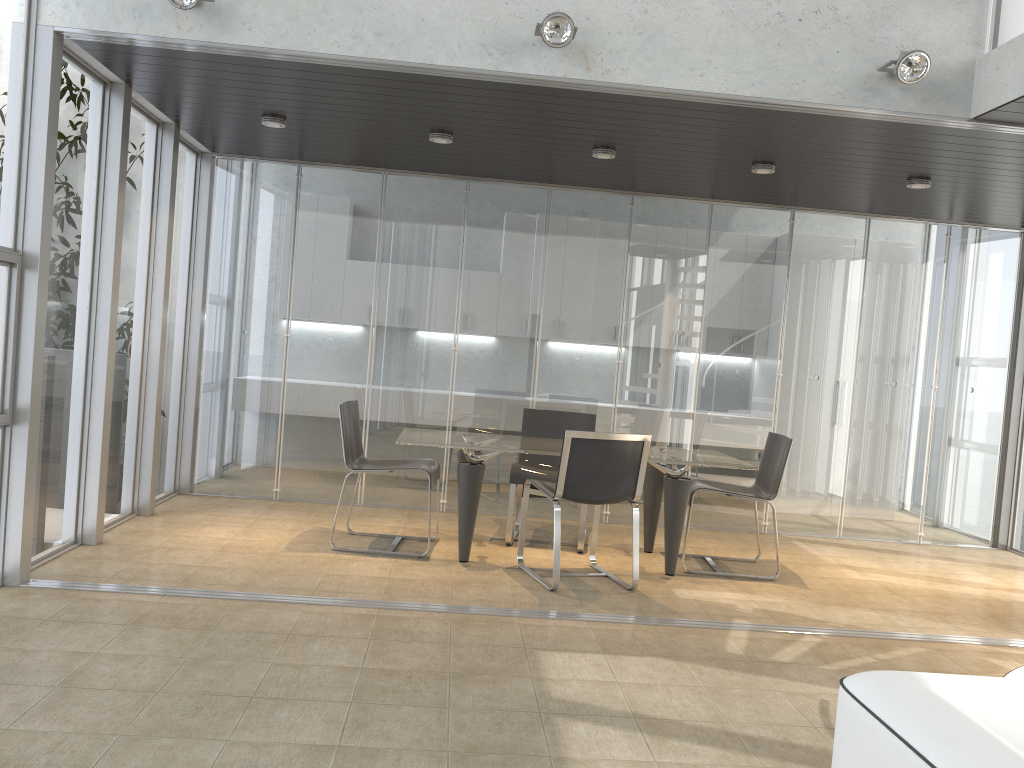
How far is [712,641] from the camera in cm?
433

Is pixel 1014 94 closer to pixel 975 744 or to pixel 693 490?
pixel 693 490

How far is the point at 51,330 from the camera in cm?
470

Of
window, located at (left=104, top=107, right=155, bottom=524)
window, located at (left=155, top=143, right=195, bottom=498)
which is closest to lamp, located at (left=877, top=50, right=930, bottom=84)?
window, located at (left=104, top=107, right=155, bottom=524)

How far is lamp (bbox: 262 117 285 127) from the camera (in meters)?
5.61

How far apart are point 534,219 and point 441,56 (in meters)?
2.89

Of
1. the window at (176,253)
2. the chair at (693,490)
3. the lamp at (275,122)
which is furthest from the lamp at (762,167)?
the window at (176,253)

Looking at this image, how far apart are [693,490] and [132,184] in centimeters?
410cm

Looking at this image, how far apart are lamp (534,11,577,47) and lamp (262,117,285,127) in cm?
209

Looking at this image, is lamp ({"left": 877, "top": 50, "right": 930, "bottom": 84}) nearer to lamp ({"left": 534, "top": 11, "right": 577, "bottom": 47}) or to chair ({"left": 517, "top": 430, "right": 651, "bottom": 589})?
lamp ({"left": 534, "top": 11, "right": 577, "bottom": 47})
